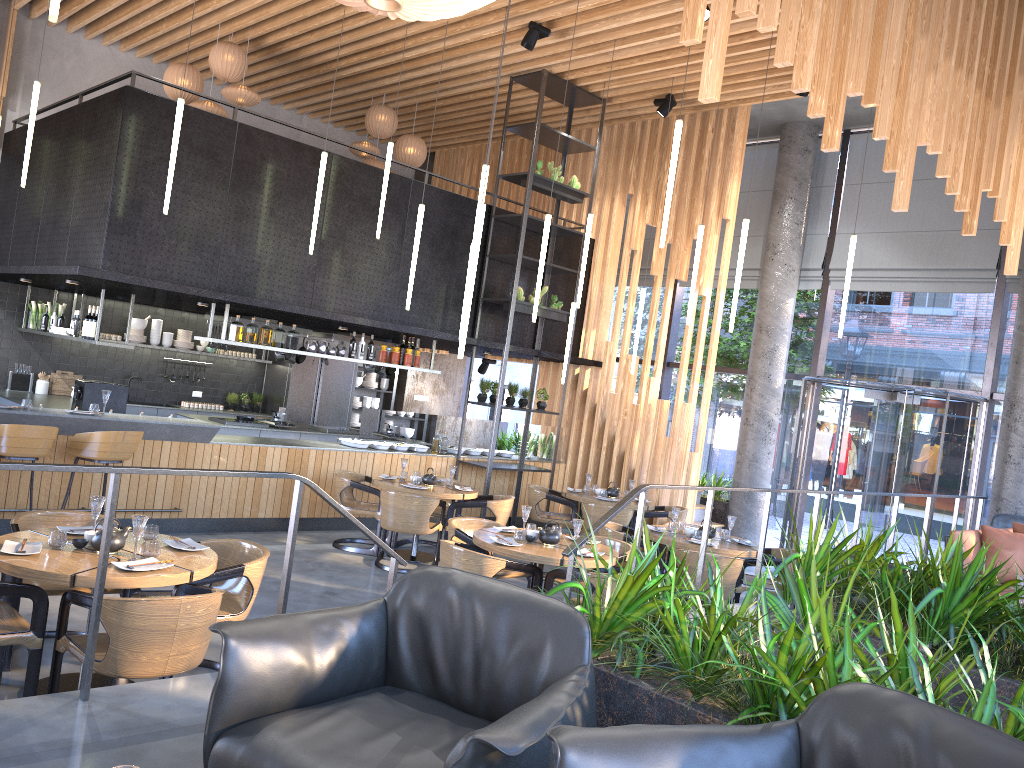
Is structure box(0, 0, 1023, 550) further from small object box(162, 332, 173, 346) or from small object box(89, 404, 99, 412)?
small object box(89, 404, 99, 412)

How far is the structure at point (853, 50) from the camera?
5.9m

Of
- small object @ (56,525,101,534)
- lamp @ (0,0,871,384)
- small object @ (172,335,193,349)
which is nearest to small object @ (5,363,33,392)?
small object @ (172,335,193,349)

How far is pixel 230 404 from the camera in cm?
1364

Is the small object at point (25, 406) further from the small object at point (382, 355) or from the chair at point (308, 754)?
the chair at point (308, 754)

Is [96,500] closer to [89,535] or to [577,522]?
[89,535]

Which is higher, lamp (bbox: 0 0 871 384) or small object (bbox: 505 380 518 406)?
lamp (bbox: 0 0 871 384)

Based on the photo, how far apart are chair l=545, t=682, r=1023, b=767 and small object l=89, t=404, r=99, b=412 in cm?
738

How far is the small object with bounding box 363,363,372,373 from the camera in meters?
13.2

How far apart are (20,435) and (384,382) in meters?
8.6
